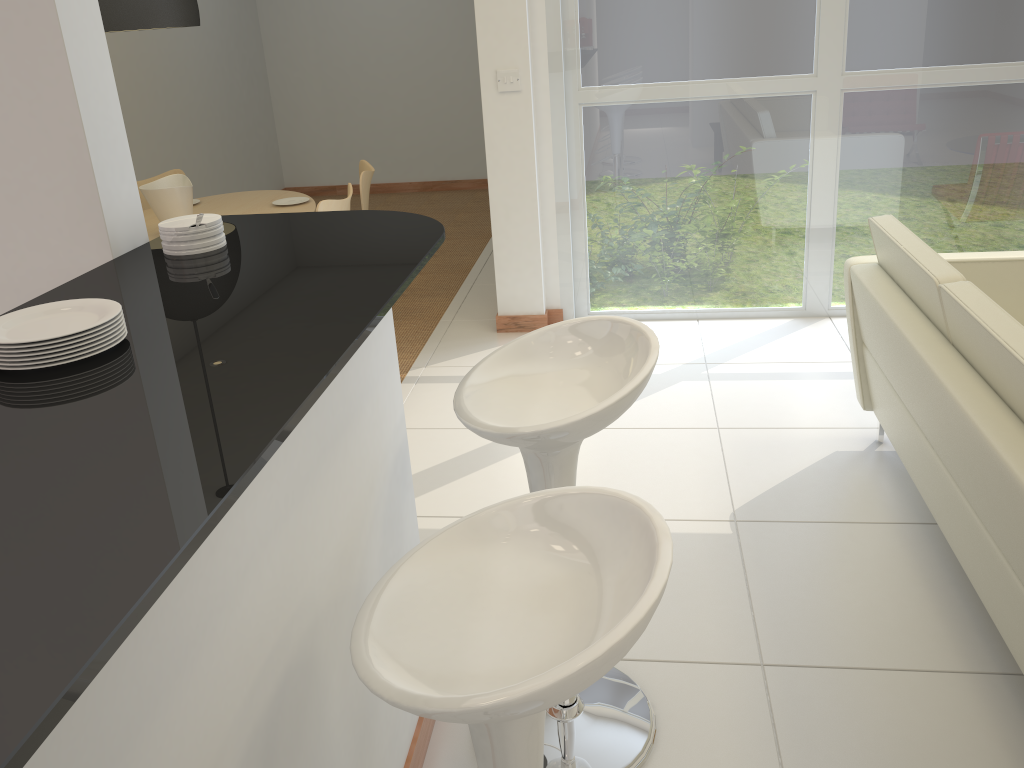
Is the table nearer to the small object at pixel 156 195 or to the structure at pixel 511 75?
the small object at pixel 156 195

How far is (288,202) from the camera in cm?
503

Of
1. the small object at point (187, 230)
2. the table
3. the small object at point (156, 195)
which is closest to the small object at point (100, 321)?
the small object at point (187, 230)

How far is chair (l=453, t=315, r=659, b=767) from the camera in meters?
1.7

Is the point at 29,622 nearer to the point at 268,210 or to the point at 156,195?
the point at 156,195

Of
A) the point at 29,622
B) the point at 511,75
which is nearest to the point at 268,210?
the point at 511,75

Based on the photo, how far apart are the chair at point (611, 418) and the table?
3.1m

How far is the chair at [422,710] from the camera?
1.0m

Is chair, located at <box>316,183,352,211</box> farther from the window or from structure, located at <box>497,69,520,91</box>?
the window

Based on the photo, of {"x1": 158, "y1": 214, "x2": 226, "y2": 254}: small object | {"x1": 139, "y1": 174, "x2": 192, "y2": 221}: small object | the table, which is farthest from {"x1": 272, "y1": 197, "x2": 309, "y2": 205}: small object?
{"x1": 158, "y1": 214, "x2": 226, "y2": 254}: small object
